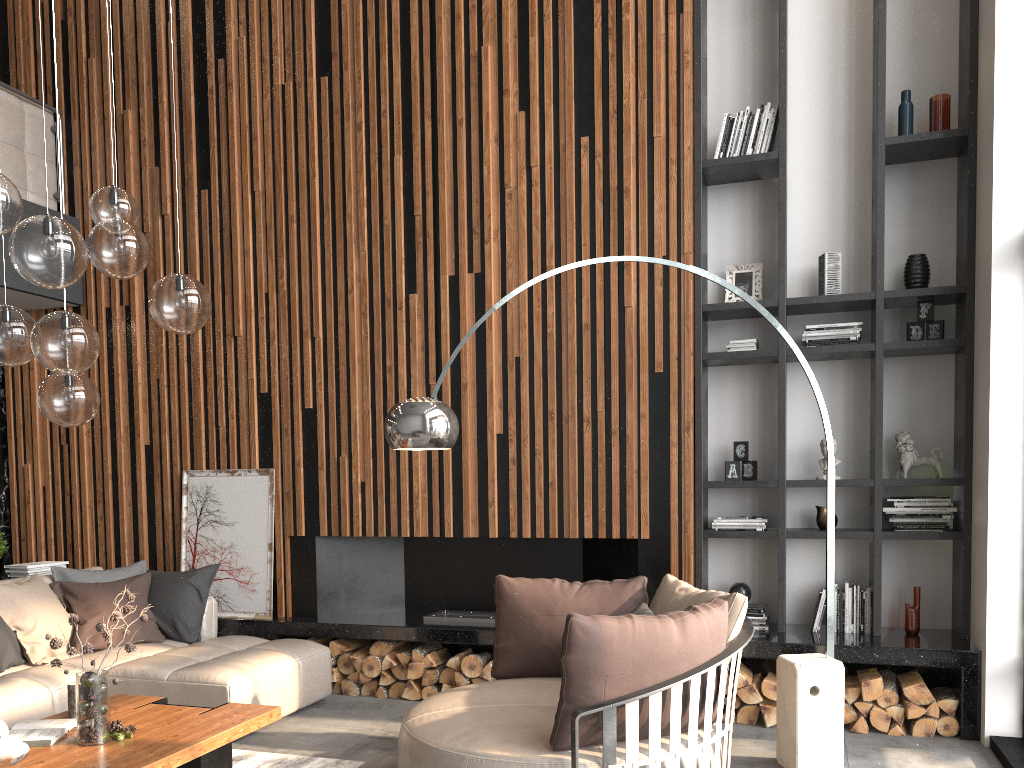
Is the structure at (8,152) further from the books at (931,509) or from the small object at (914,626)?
the small object at (914,626)

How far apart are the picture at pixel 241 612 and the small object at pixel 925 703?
0.4 meters

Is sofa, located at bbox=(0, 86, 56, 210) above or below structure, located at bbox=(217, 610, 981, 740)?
above

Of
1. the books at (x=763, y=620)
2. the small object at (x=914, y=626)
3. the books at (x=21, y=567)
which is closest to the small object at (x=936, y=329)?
the small object at (x=914, y=626)

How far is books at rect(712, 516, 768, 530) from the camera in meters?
5.0 m

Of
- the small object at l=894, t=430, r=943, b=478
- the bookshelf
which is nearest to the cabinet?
the bookshelf

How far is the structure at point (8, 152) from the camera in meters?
6.0 m

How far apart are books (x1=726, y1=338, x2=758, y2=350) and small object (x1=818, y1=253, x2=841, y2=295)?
0.48m

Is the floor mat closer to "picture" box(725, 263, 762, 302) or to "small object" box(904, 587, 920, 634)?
"small object" box(904, 587, 920, 634)

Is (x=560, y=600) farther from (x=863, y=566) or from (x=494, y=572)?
(x=863, y=566)
